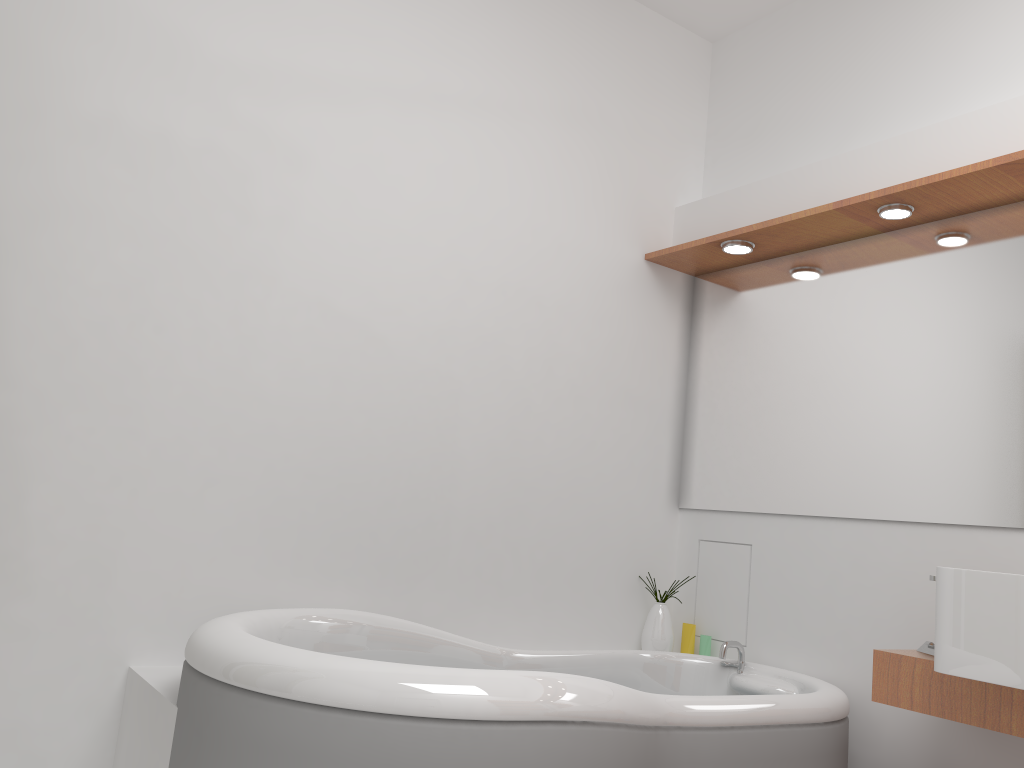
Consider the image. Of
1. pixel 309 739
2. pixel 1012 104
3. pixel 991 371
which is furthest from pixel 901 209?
pixel 309 739

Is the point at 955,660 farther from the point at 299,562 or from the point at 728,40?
the point at 728,40

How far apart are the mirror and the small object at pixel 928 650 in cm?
38

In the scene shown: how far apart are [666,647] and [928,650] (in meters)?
0.98

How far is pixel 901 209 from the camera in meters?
2.5 m

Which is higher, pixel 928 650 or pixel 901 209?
pixel 901 209

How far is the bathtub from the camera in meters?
1.5 m

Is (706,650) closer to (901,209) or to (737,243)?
(737,243)

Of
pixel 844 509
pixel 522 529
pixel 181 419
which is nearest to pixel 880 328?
pixel 844 509

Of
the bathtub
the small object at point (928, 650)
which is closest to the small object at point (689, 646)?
the bathtub
